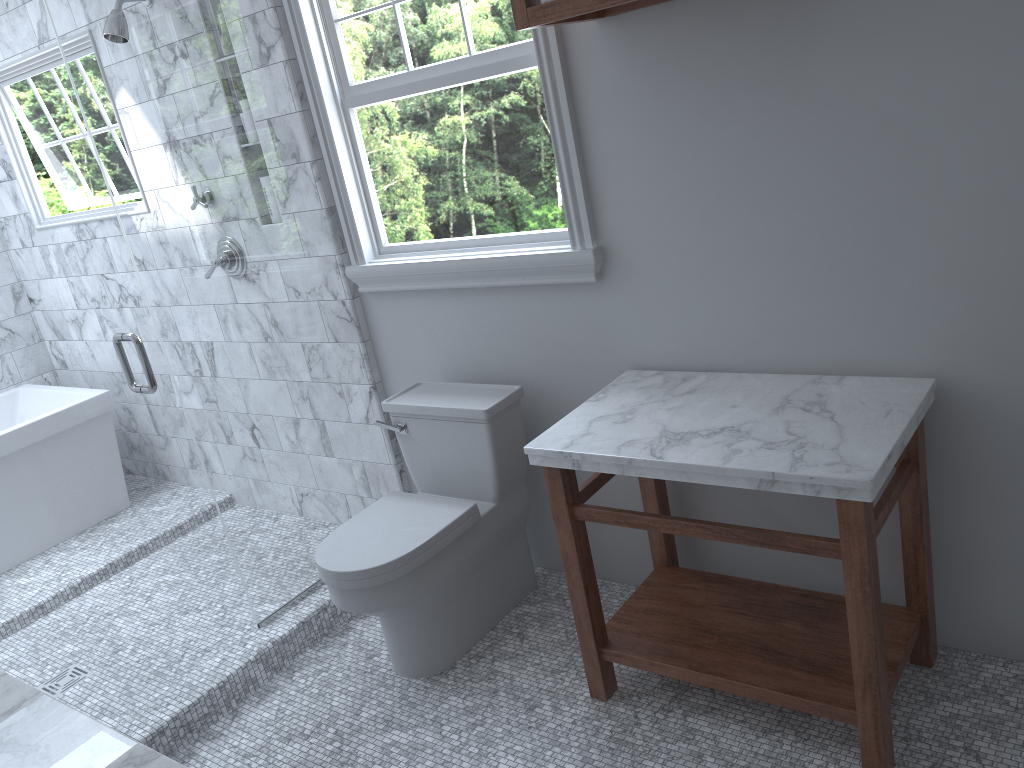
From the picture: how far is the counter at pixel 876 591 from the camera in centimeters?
183cm

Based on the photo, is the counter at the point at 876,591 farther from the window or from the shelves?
the shelves

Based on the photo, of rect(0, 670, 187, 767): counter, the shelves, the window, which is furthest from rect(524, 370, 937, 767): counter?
rect(0, 670, 187, 767): counter

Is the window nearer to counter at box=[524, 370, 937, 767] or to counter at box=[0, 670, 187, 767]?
counter at box=[524, 370, 937, 767]

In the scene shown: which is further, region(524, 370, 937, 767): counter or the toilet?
the toilet

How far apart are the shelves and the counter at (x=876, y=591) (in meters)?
0.95

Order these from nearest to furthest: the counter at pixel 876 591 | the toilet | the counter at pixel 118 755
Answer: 1. the counter at pixel 118 755
2. the counter at pixel 876 591
3. the toilet

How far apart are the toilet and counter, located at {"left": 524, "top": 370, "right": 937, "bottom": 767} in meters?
0.4 m

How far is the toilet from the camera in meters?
2.5

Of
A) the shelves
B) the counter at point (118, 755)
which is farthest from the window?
the counter at point (118, 755)
